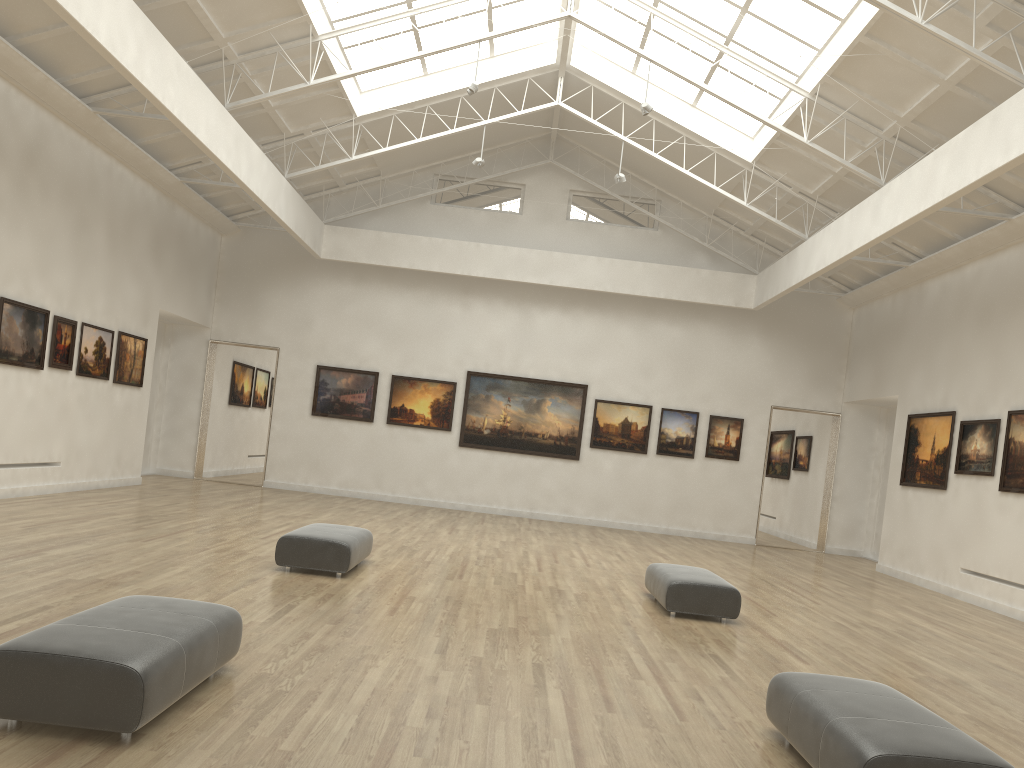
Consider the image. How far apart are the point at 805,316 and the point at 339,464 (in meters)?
19.61
